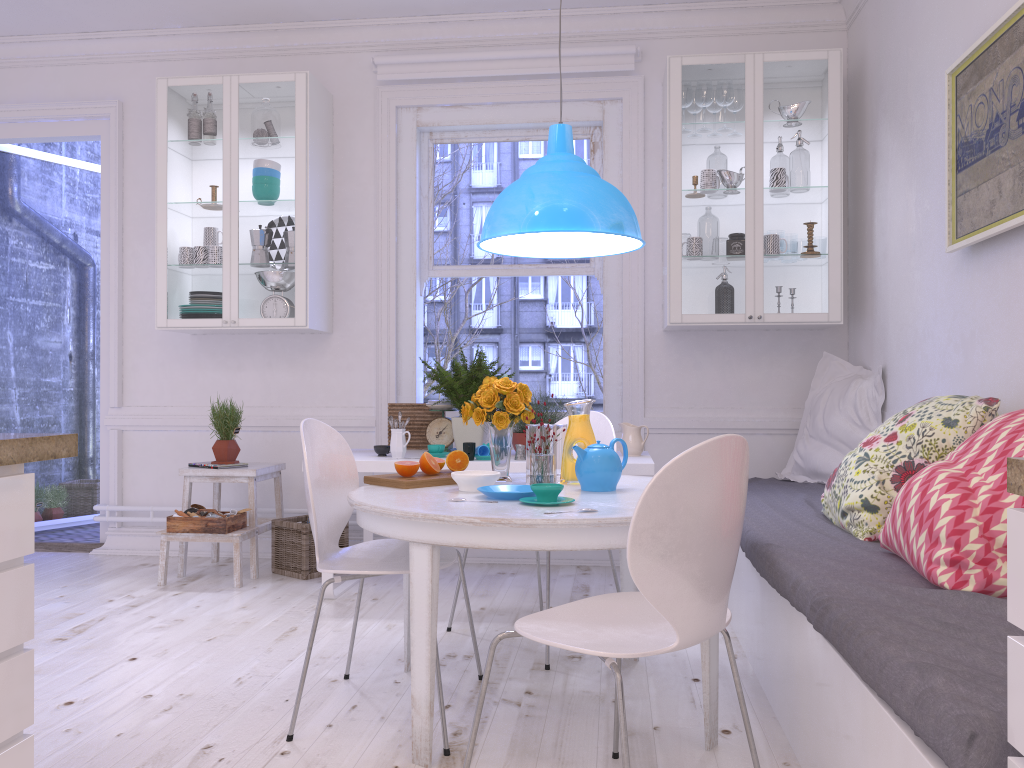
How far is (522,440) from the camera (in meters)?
4.03

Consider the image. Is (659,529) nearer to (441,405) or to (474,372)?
(474,372)

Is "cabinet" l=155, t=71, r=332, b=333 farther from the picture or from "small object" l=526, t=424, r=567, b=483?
the picture

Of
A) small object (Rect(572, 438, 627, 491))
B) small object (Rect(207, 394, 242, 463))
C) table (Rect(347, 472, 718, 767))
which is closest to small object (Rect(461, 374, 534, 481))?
table (Rect(347, 472, 718, 767))

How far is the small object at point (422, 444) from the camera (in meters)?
4.51

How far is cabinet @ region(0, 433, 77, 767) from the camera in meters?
1.5

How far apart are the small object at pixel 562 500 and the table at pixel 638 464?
1.4 meters

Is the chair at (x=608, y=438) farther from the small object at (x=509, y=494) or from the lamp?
the small object at (x=509, y=494)

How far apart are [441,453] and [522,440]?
0.4 meters

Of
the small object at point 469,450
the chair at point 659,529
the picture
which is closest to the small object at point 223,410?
the small object at point 469,450
